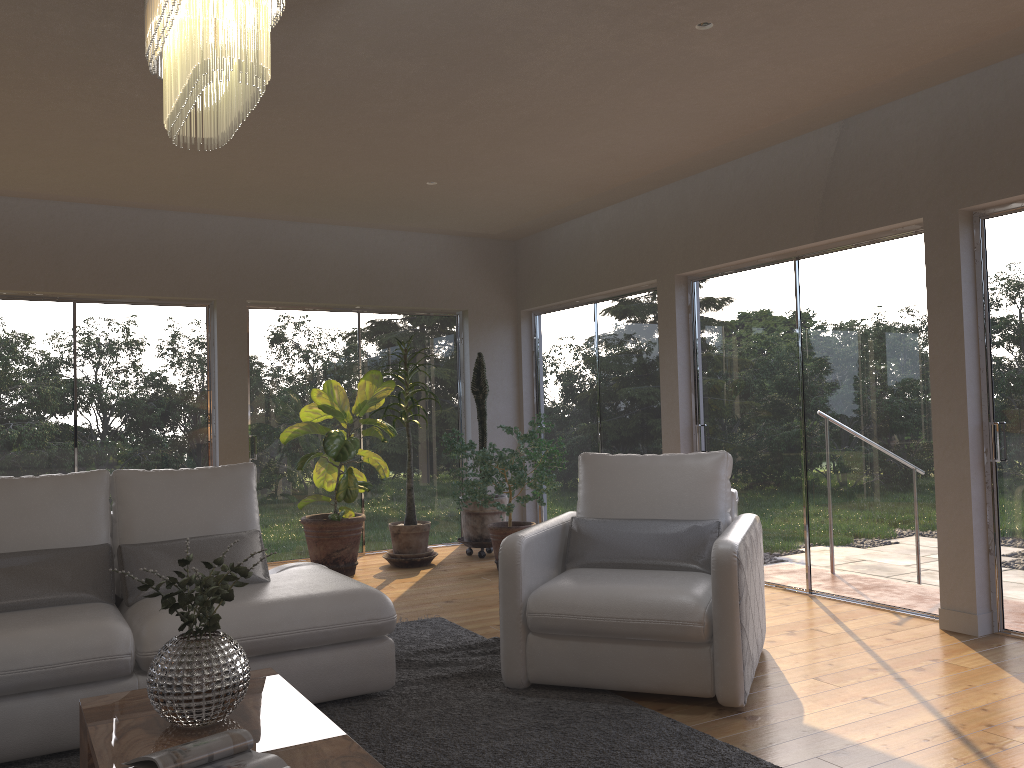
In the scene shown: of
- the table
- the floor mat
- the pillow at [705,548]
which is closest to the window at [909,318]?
the pillow at [705,548]

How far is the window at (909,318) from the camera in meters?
4.9 m

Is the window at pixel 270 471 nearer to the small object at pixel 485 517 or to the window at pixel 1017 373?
the small object at pixel 485 517

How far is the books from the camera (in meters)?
2.11

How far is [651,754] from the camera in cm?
295

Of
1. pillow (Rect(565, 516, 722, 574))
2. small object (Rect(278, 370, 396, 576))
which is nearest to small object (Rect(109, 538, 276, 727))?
pillow (Rect(565, 516, 722, 574))

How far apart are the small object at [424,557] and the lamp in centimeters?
423cm

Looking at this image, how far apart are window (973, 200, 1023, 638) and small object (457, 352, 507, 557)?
3.8 meters

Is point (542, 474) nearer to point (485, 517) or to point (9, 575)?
point (485, 517)

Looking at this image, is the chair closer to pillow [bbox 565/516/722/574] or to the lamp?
pillow [bbox 565/516/722/574]
